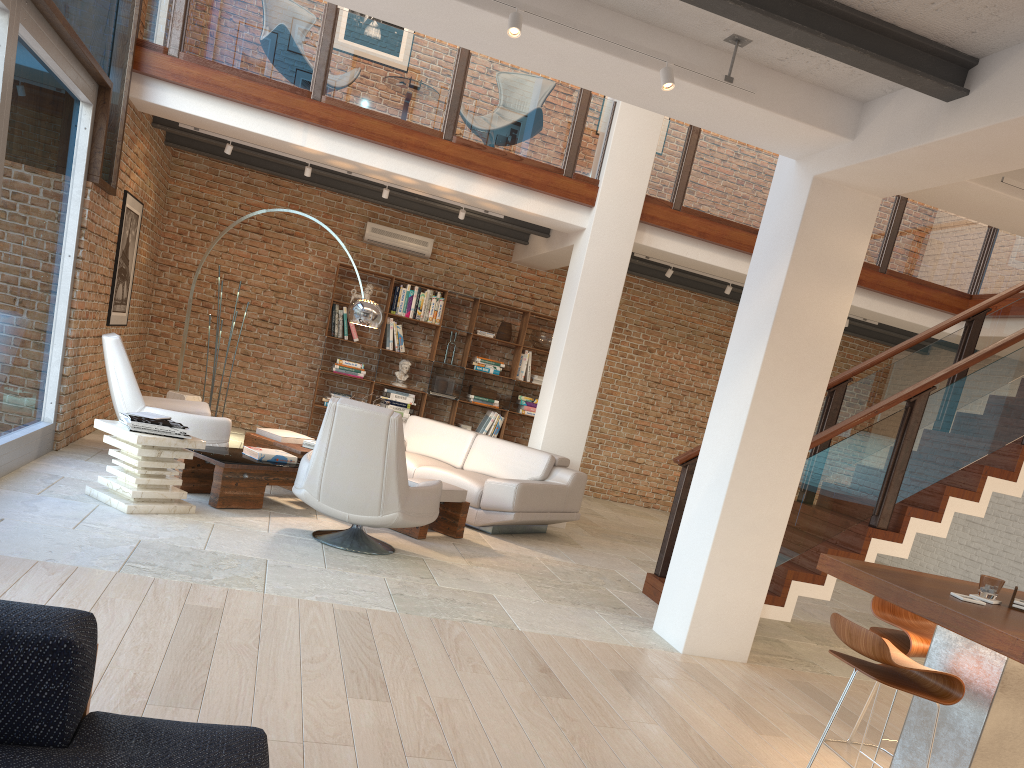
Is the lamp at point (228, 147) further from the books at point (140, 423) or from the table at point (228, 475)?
the books at point (140, 423)

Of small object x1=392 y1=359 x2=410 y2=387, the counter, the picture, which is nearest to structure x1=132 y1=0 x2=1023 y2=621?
the picture

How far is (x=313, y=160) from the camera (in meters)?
8.53

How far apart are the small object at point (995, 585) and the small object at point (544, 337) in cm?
807

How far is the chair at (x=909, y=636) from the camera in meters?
3.6

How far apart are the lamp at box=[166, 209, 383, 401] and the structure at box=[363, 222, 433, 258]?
3.4m

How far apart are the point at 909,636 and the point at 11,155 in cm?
547

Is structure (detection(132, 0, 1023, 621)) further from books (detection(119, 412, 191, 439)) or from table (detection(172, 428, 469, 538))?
books (detection(119, 412, 191, 439))

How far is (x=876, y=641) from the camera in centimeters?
300cm

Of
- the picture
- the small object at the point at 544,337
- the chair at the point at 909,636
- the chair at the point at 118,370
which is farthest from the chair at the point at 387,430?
the small object at the point at 544,337
